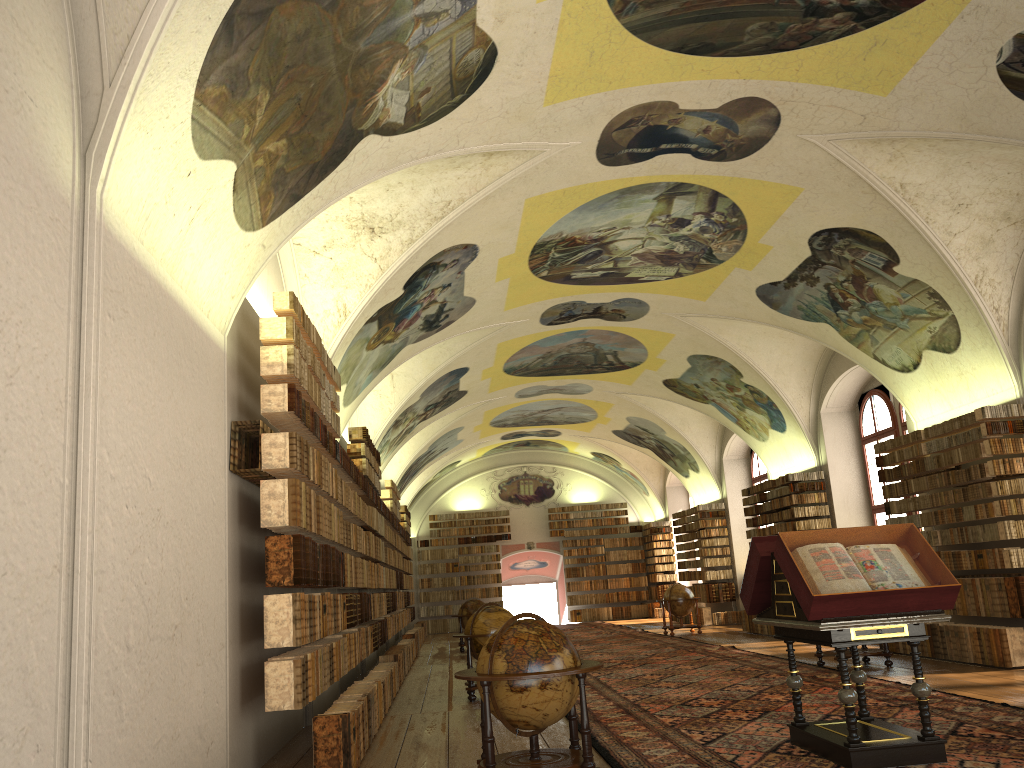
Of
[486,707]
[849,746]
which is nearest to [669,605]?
[849,746]

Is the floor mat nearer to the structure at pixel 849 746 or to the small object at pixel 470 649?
the structure at pixel 849 746

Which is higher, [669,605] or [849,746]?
[669,605]

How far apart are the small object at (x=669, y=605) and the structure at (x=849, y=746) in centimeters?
1642cm

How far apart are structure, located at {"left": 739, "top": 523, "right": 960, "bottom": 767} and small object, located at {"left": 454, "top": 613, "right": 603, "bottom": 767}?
1.74m

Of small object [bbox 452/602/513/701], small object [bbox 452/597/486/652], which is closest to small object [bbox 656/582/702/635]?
small object [bbox 452/597/486/652]

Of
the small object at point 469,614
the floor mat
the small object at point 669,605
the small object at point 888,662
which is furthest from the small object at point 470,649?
the small object at point 669,605

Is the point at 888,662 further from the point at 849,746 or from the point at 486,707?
the point at 486,707

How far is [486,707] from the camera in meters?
7.1

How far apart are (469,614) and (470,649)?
10.9m
